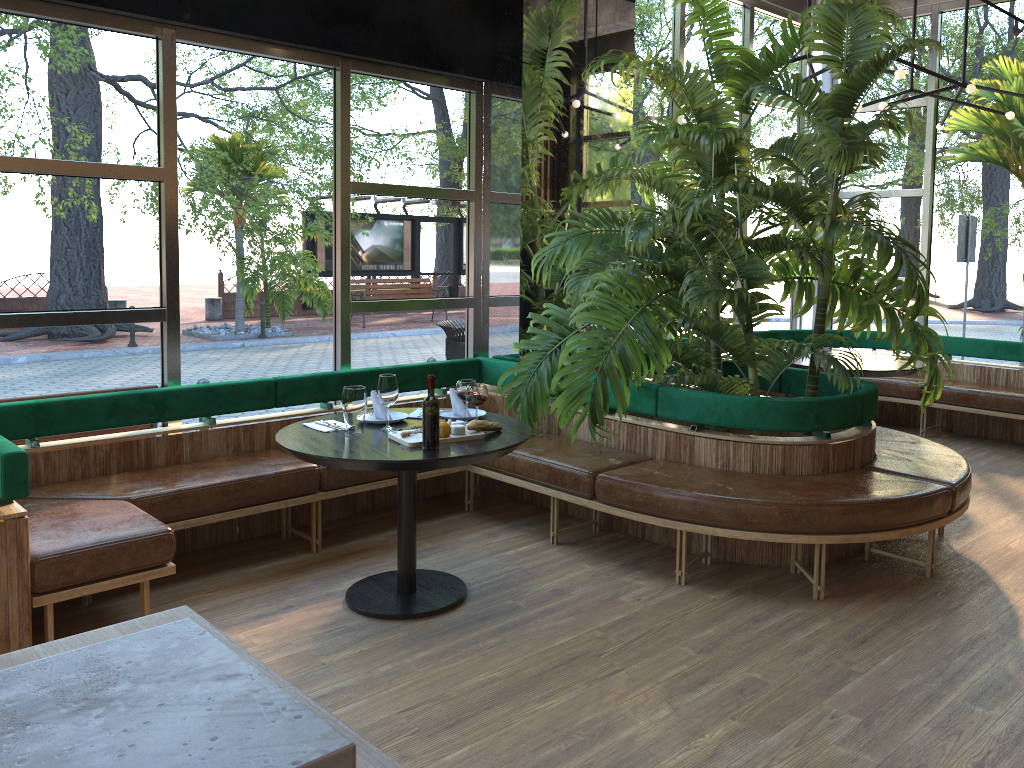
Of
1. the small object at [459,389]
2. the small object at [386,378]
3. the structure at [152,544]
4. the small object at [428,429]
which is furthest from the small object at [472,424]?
the structure at [152,544]

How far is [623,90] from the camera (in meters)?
6.04

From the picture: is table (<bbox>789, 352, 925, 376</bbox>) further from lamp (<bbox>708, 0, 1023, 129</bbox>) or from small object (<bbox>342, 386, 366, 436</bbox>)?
small object (<bbox>342, 386, 366, 436</bbox>)

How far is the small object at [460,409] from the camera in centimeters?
422cm

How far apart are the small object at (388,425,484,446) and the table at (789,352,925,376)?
3.3 meters

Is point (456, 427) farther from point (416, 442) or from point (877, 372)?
point (877, 372)

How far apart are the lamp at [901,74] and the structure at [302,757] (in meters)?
5.06

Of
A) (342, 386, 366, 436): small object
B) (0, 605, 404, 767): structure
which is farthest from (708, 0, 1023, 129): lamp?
(0, 605, 404, 767): structure

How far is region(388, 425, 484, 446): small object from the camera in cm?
362

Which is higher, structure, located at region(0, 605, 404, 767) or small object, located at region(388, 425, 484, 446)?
structure, located at region(0, 605, 404, 767)
